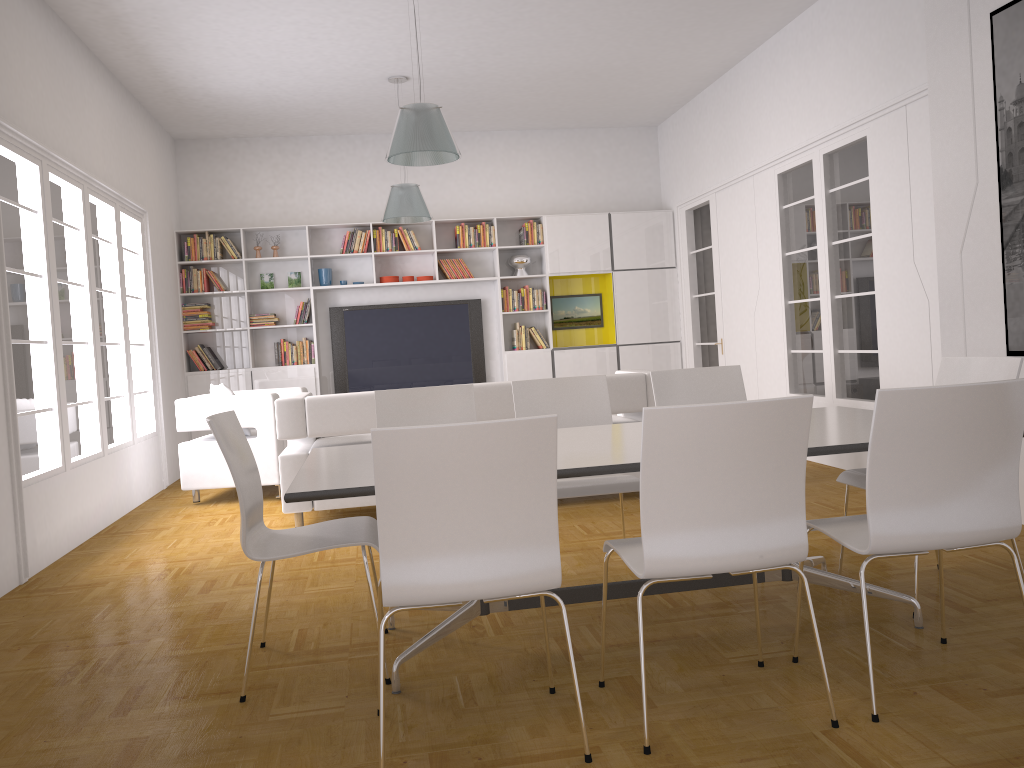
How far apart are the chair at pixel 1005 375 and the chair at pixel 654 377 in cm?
80

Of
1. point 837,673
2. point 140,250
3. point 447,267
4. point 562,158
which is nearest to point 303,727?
point 837,673

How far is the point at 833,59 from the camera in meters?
6.4

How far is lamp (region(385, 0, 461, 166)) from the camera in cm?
512

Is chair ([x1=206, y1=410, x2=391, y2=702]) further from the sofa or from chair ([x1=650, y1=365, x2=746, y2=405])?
the sofa

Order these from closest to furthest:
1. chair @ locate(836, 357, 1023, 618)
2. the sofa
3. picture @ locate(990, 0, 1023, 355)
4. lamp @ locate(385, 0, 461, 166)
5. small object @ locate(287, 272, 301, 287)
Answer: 1. chair @ locate(836, 357, 1023, 618)
2. picture @ locate(990, 0, 1023, 355)
3. lamp @ locate(385, 0, 461, 166)
4. the sofa
5. small object @ locate(287, 272, 301, 287)

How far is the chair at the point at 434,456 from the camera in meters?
2.2 m

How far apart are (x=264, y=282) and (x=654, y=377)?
6.19m

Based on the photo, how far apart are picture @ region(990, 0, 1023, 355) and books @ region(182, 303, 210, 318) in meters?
7.4 m

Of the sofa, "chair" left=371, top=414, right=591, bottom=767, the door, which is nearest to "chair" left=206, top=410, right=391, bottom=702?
"chair" left=371, top=414, right=591, bottom=767
